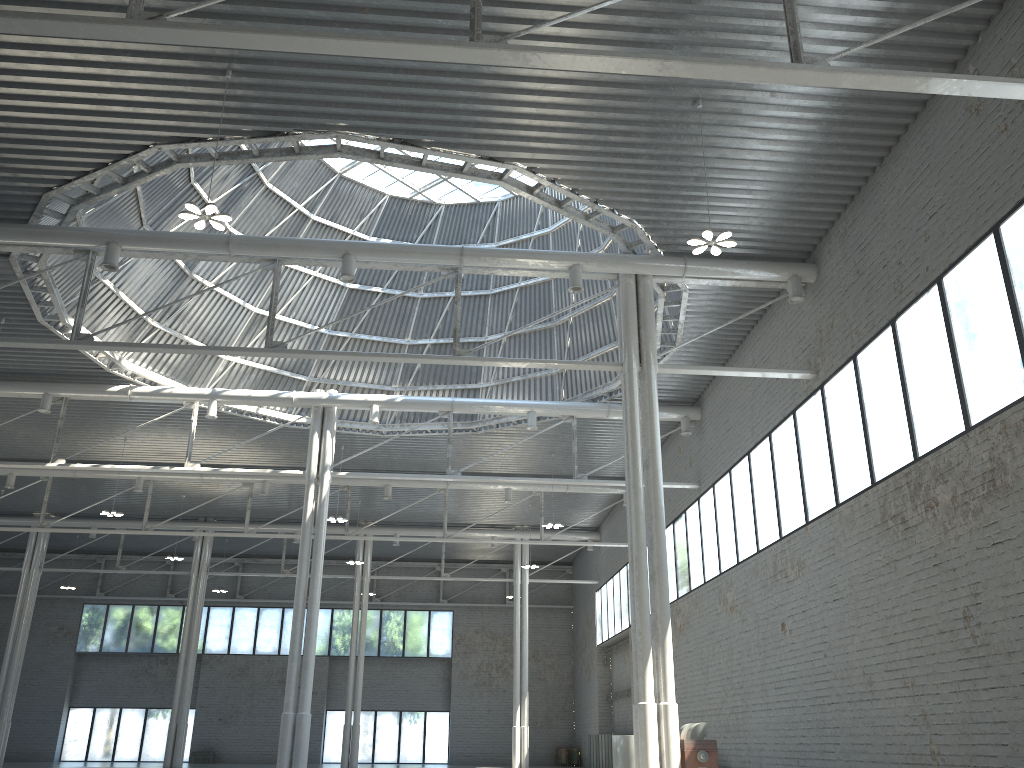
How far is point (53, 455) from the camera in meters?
37.4 m
